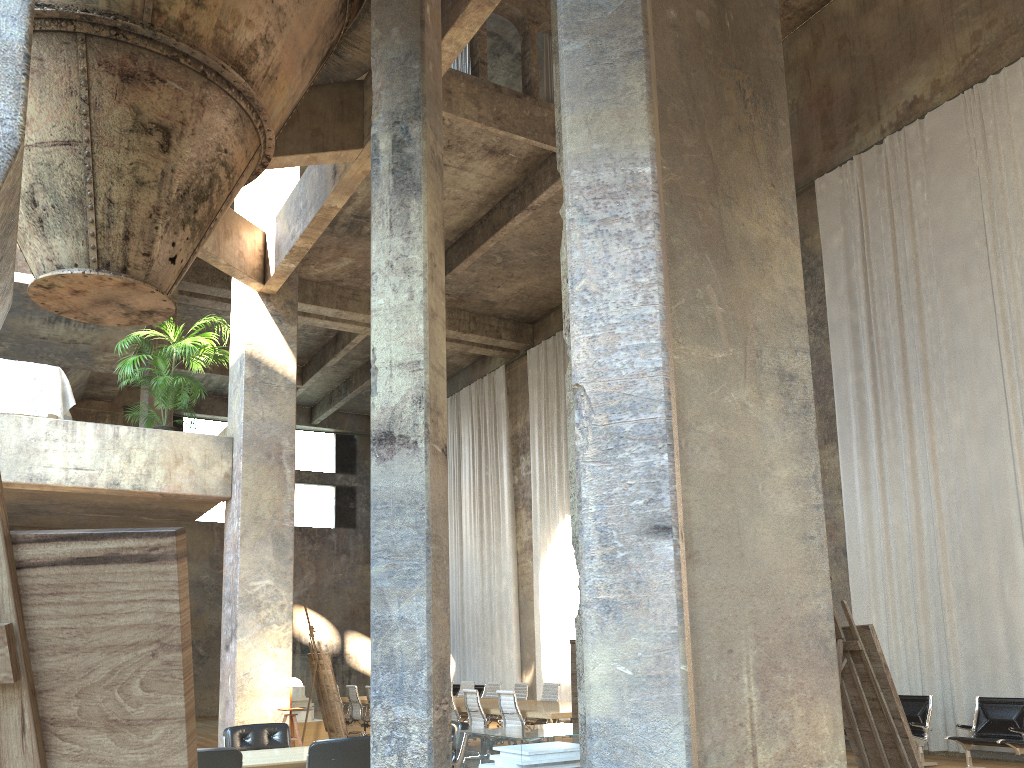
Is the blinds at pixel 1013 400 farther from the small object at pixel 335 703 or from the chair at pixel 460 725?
the small object at pixel 335 703

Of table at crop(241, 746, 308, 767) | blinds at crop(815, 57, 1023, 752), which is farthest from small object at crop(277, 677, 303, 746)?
blinds at crop(815, 57, 1023, 752)

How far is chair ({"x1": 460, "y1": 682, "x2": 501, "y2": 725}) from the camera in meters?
14.5

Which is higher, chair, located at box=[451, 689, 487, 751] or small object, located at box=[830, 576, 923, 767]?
small object, located at box=[830, 576, 923, 767]

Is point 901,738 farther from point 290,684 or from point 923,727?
point 923,727

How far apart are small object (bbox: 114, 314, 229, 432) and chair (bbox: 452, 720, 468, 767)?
5.43m

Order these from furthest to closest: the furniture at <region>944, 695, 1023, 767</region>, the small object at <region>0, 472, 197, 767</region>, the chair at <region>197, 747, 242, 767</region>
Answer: the furniture at <region>944, 695, 1023, 767</region>, the chair at <region>197, 747, 242, 767</region>, the small object at <region>0, 472, 197, 767</region>

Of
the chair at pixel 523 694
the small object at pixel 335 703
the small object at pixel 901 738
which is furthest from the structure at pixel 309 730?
the small object at pixel 901 738

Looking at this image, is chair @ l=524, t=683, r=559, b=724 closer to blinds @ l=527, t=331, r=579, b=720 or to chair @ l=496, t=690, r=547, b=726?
chair @ l=496, t=690, r=547, b=726

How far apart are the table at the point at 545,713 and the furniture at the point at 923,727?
4.0m
